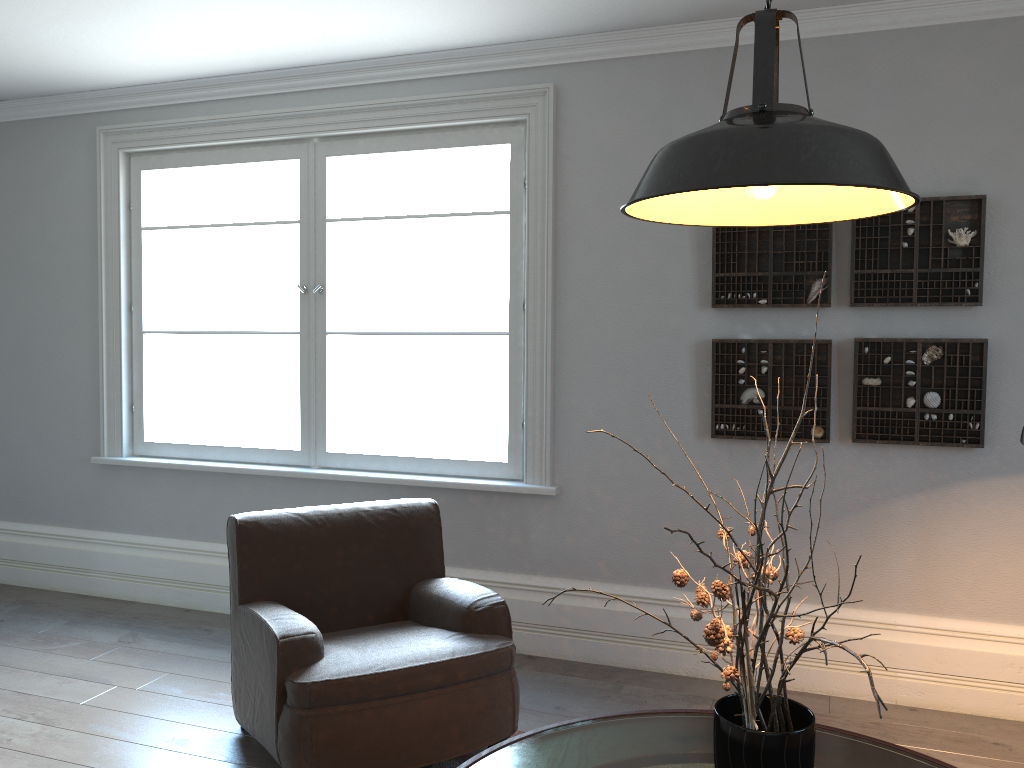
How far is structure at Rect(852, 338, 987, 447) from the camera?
3.37m

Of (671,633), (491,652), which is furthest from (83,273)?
(671,633)

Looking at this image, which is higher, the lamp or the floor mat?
the lamp

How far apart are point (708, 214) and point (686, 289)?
2.0 meters

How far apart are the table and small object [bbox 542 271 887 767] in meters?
0.3

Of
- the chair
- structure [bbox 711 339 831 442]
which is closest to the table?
the chair

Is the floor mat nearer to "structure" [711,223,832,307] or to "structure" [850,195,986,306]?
"structure" [711,223,832,307]

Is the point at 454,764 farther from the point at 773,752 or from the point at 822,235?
the point at 822,235

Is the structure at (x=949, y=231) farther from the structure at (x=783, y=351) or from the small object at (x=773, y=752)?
the small object at (x=773, y=752)

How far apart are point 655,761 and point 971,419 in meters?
2.1
